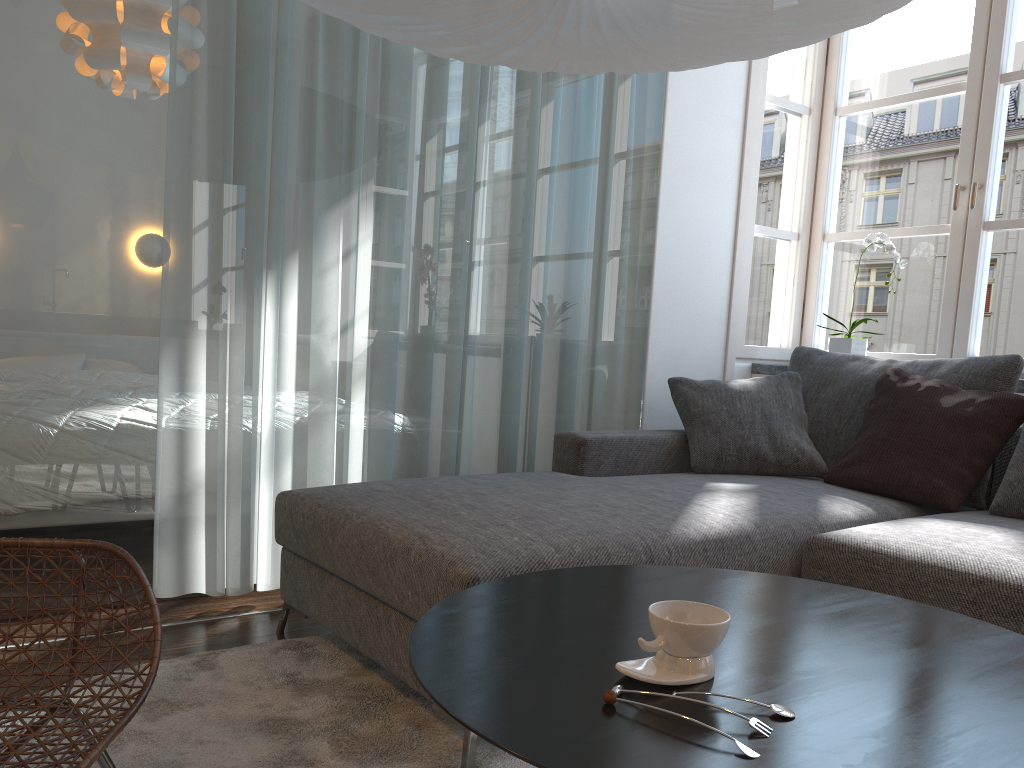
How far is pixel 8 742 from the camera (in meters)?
1.30

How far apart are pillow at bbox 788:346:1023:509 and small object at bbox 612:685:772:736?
2.14m

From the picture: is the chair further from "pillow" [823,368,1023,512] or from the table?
"pillow" [823,368,1023,512]

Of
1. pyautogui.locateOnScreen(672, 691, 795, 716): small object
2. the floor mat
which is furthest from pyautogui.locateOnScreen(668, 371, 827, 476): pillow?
pyautogui.locateOnScreen(672, 691, 795, 716): small object

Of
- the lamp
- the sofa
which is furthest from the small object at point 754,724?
the lamp

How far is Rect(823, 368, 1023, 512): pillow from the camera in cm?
253

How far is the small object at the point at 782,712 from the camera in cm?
88

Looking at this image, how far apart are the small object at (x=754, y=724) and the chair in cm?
80

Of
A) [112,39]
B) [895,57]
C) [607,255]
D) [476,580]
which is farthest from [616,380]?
[895,57]

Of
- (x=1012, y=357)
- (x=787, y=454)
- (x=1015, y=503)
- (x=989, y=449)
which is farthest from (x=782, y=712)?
(x=1012, y=357)
